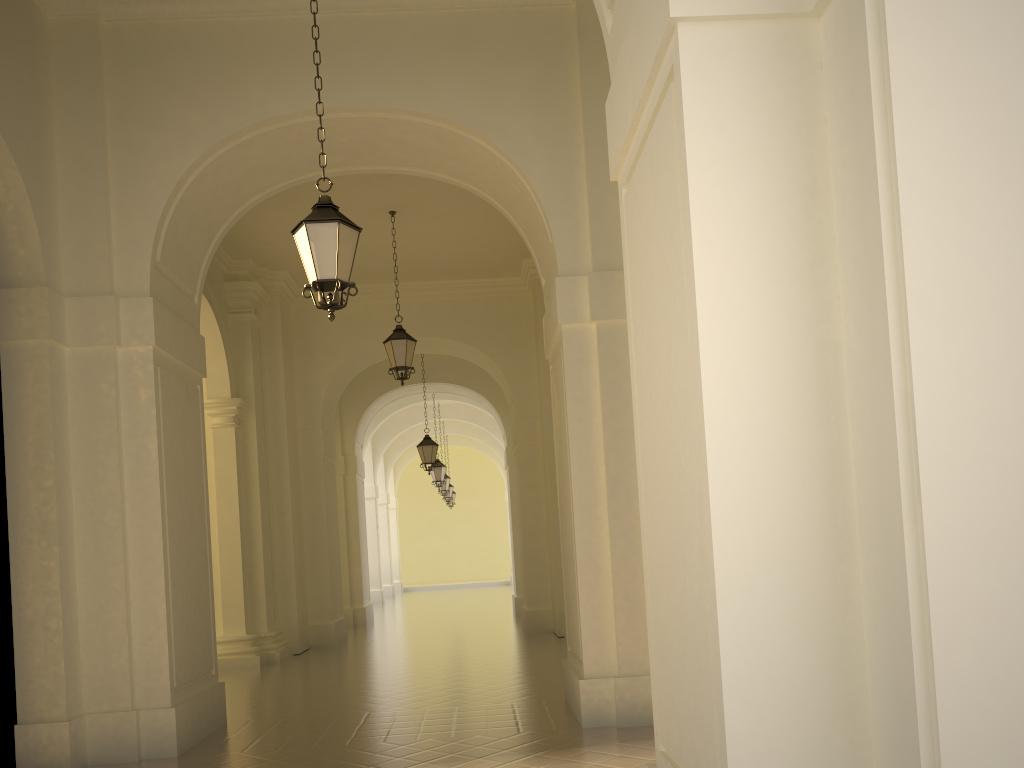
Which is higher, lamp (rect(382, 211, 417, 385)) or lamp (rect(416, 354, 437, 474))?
lamp (rect(382, 211, 417, 385))

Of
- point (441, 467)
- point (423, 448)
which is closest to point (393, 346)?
point (423, 448)

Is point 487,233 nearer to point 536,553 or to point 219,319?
Result: point 219,319

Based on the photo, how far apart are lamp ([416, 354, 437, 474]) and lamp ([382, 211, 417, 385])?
6.25m

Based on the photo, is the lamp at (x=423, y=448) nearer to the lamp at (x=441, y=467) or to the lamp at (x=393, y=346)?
the lamp at (x=441, y=467)

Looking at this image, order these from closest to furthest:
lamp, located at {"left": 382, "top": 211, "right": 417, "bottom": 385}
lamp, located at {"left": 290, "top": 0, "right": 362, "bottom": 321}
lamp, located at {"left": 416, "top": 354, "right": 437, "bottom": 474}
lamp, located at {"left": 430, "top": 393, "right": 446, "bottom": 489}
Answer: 1. lamp, located at {"left": 290, "top": 0, "right": 362, "bottom": 321}
2. lamp, located at {"left": 382, "top": 211, "right": 417, "bottom": 385}
3. lamp, located at {"left": 416, "top": 354, "right": 437, "bottom": 474}
4. lamp, located at {"left": 430, "top": 393, "right": 446, "bottom": 489}

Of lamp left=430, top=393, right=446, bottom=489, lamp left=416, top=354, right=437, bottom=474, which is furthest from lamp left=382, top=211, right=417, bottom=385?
lamp left=430, top=393, right=446, bottom=489

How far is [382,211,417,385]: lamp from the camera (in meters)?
12.76

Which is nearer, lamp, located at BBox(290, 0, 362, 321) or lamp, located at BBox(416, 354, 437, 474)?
lamp, located at BBox(290, 0, 362, 321)

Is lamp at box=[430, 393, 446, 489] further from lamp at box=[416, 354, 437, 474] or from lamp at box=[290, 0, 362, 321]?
lamp at box=[290, 0, 362, 321]
